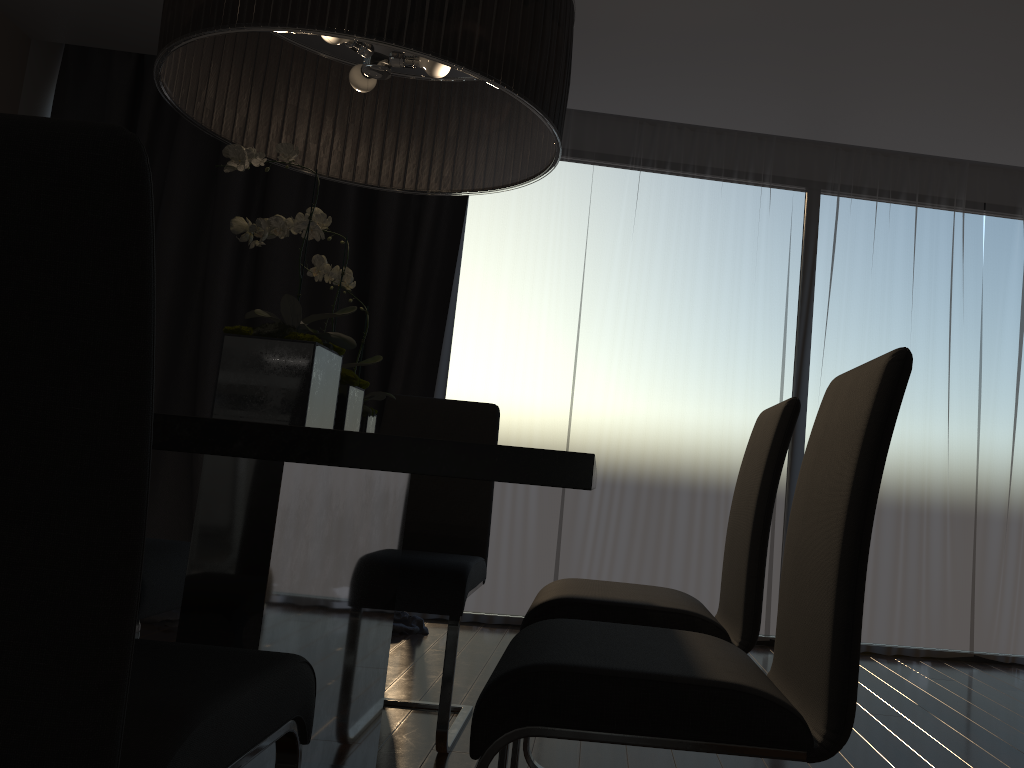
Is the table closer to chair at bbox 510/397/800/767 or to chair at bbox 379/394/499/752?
chair at bbox 379/394/499/752

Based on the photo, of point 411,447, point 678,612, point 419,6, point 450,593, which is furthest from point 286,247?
point 411,447

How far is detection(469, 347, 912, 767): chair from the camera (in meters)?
1.13

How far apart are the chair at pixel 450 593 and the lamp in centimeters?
87cm

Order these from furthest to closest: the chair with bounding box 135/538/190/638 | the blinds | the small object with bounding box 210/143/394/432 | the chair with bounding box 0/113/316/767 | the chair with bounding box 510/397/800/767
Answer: the blinds, the chair with bounding box 135/538/190/638, the chair with bounding box 510/397/800/767, the small object with bounding box 210/143/394/432, the chair with bounding box 0/113/316/767

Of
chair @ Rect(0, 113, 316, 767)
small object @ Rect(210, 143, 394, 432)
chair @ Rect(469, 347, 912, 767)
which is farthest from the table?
chair @ Rect(469, 347, 912, 767)

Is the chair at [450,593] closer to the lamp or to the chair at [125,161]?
the lamp

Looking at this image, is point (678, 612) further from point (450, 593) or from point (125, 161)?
→ point (125, 161)

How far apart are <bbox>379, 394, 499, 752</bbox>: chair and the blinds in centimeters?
120cm

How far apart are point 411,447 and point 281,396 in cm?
53
